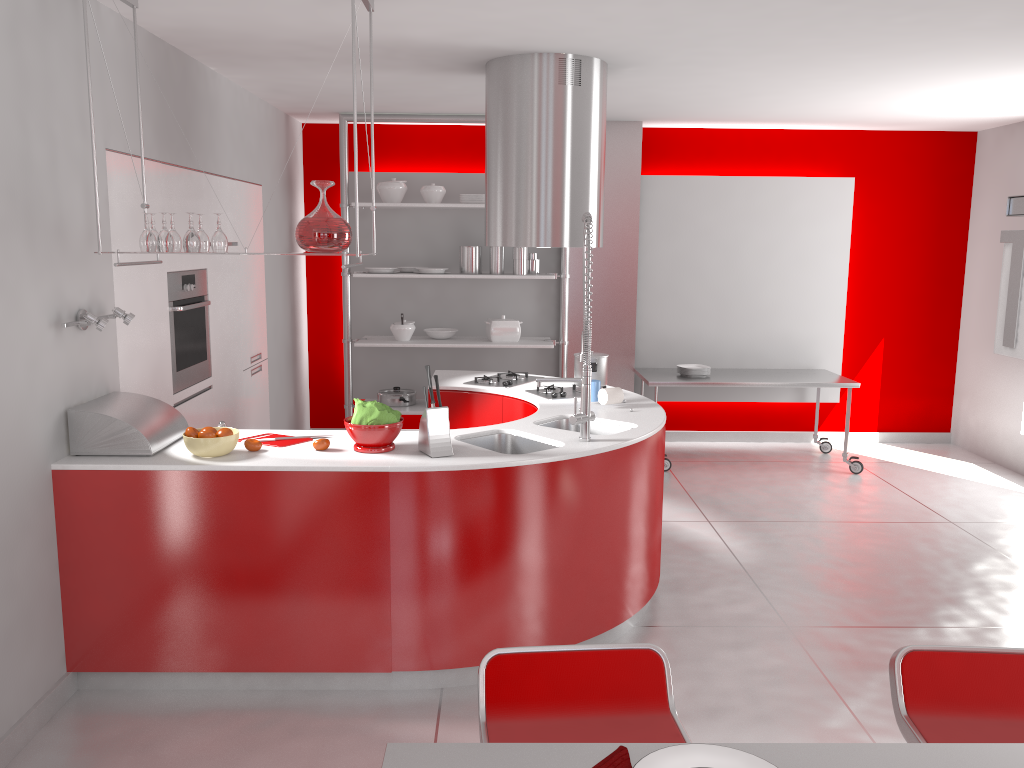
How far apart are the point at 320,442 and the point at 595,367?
1.8m

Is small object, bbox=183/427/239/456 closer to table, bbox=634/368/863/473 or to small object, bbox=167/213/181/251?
small object, bbox=167/213/181/251

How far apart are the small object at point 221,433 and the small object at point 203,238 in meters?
0.7

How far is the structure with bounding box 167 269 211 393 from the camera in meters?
4.4 m

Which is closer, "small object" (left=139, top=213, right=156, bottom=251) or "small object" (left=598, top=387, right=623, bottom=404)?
"small object" (left=139, top=213, right=156, bottom=251)

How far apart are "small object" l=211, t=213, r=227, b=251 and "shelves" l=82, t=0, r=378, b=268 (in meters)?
0.45

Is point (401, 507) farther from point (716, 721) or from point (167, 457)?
point (716, 721)

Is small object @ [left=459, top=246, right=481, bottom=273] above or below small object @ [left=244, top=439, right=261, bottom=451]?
above

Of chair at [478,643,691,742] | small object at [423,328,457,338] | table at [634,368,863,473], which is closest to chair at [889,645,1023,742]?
chair at [478,643,691,742]

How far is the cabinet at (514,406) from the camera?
4.72m
